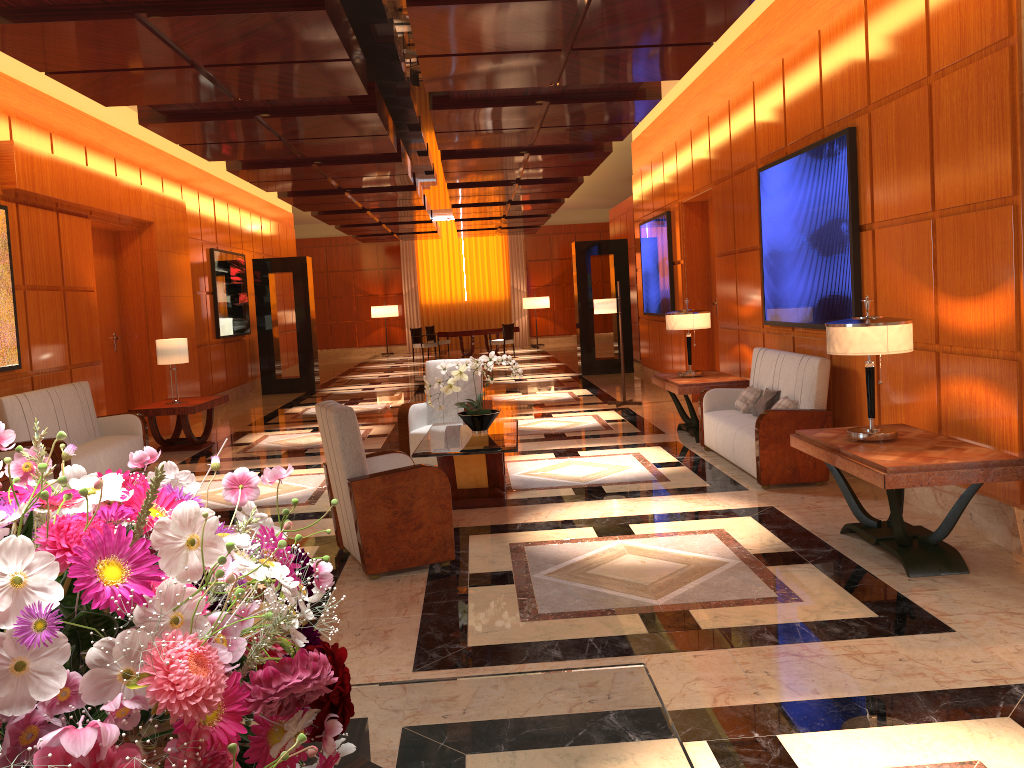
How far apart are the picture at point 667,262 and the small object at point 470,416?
5.7m

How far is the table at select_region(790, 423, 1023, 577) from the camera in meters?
4.2

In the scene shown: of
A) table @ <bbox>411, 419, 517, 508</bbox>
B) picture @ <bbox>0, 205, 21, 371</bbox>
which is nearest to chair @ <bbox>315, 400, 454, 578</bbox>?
table @ <bbox>411, 419, 517, 508</bbox>

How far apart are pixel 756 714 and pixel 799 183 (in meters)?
5.13

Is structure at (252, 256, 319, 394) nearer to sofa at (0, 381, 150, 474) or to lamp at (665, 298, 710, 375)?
sofa at (0, 381, 150, 474)

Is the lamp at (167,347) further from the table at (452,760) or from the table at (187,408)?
the table at (452,760)

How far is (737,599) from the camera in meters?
4.3

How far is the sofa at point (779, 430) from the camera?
6.5m

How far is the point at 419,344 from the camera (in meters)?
22.87

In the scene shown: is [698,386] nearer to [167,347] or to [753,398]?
[753,398]
